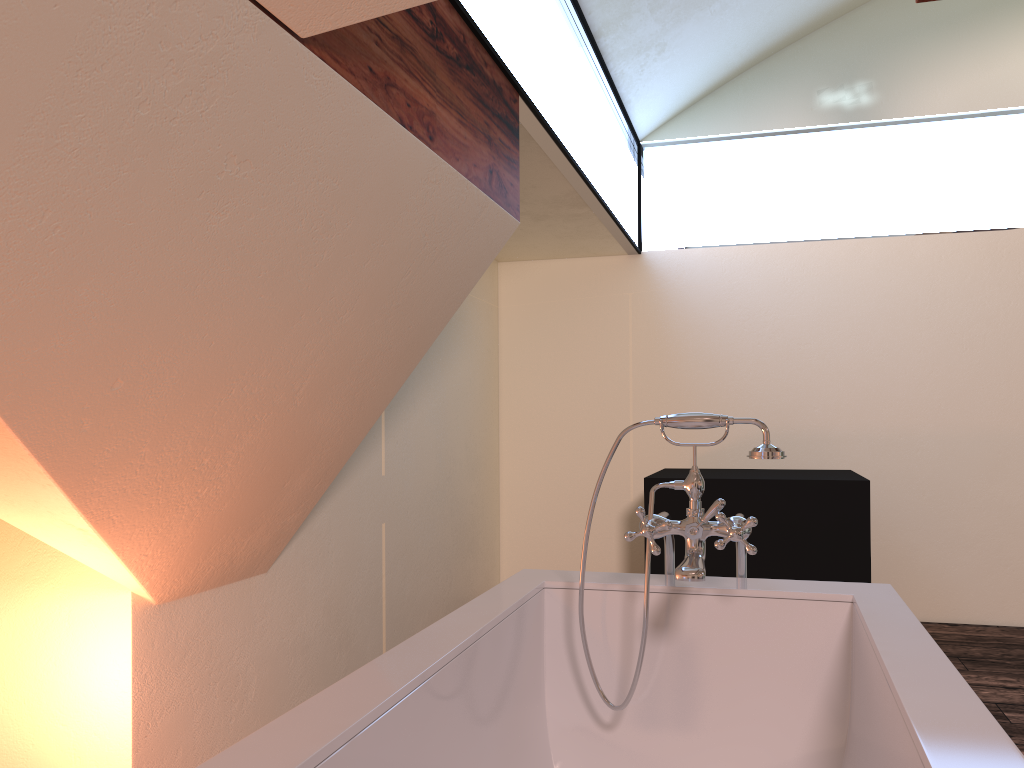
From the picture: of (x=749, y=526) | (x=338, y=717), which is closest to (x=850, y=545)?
(x=749, y=526)

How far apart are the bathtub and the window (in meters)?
1.28

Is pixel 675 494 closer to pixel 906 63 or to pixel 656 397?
pixel 656 397

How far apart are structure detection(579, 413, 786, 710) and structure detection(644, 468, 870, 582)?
1.6 meters

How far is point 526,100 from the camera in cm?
256

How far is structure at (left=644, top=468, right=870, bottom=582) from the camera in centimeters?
342cm

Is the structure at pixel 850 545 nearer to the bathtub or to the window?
the window

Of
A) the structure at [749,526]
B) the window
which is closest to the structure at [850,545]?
the window

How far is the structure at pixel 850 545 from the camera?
3.42m

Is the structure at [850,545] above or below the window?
below
